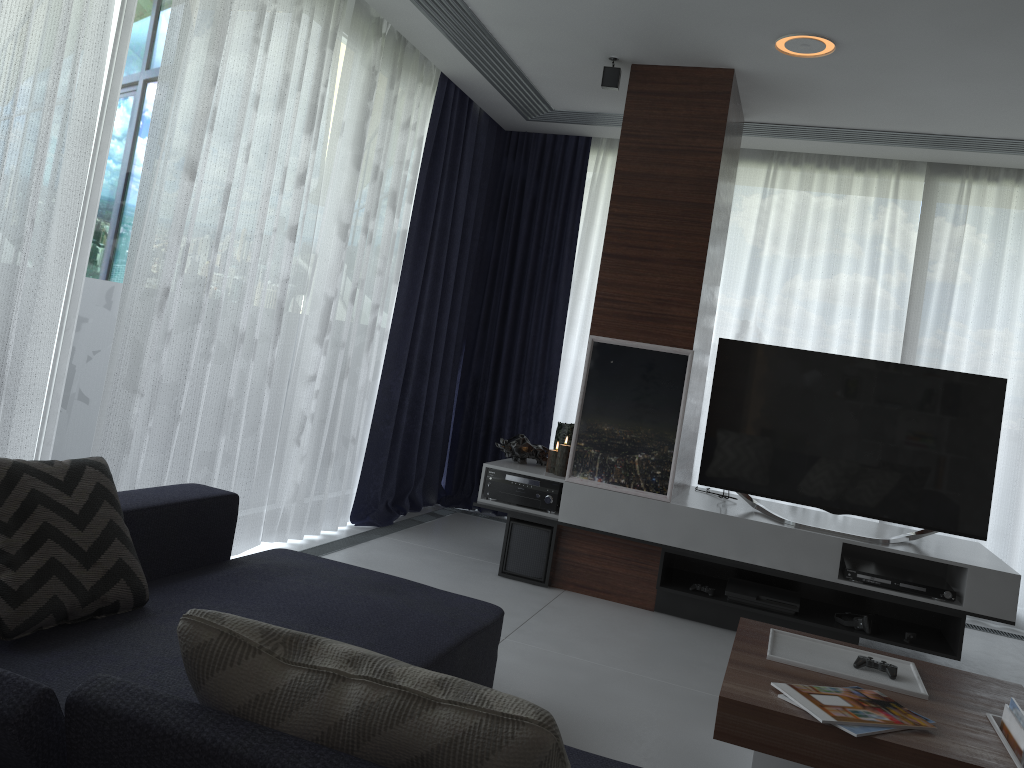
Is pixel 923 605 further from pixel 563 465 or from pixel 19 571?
pixel 19 571

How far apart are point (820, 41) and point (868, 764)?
2.80m

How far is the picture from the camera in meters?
4.1 m

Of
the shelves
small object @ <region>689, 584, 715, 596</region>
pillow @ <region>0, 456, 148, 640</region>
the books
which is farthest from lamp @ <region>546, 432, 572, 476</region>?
pillow @ <region>0, 456, 148, 640</region>

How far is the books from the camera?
2.1m

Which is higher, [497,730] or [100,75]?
[100,75]

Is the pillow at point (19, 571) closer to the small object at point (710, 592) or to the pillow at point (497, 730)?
the pillow at point (497, 730)

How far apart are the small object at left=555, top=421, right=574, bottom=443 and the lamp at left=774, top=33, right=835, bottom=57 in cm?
214

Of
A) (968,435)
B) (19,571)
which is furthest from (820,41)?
(19,571)

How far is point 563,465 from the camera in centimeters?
436cm
